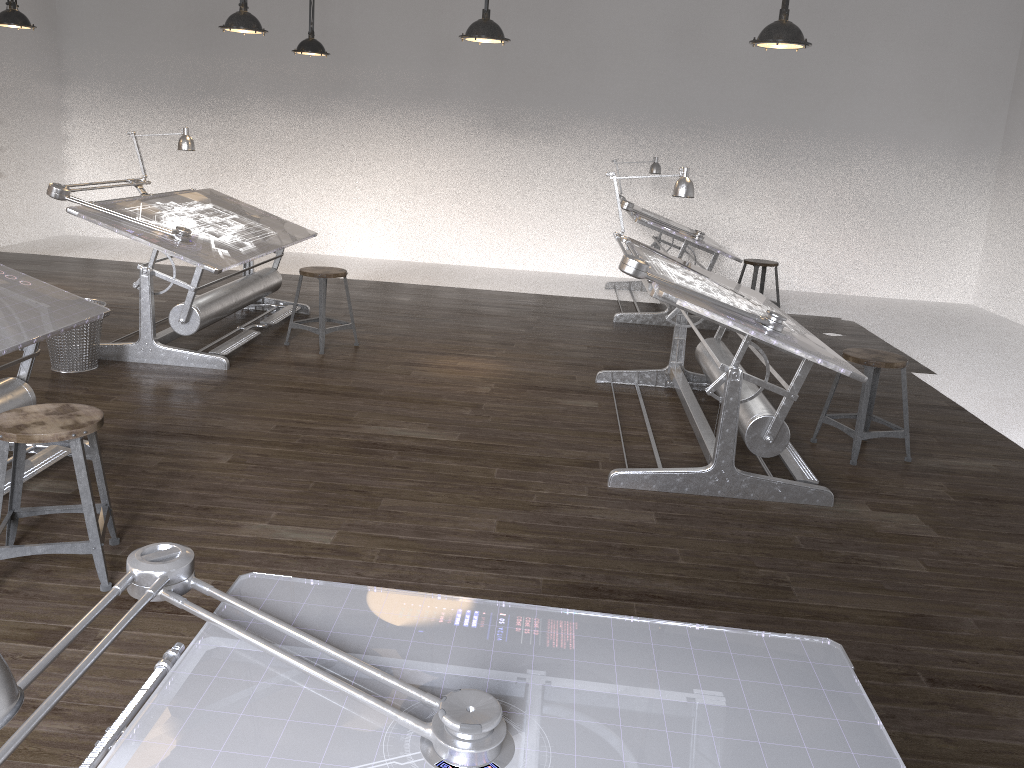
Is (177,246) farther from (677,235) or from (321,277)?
(677,235)

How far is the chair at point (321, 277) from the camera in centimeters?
574cm

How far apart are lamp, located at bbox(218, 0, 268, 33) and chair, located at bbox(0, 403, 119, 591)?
3.5m

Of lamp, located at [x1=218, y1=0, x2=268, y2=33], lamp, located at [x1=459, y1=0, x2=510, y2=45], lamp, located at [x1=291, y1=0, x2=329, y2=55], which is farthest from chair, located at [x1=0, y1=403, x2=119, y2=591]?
lamp, located at [x1=291, y1=0, x2=329, y2=55]

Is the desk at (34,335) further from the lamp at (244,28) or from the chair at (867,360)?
the chair at (867,360)

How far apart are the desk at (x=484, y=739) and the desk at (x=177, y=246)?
3.9m

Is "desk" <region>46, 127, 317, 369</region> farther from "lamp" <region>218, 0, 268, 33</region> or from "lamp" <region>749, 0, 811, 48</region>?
"lamp" <region>749, 0, 811, 48</region>

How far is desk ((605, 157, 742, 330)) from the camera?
7.1m

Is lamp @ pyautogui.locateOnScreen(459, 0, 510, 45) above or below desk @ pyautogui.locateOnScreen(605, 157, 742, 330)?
above

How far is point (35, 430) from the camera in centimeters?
266cm
